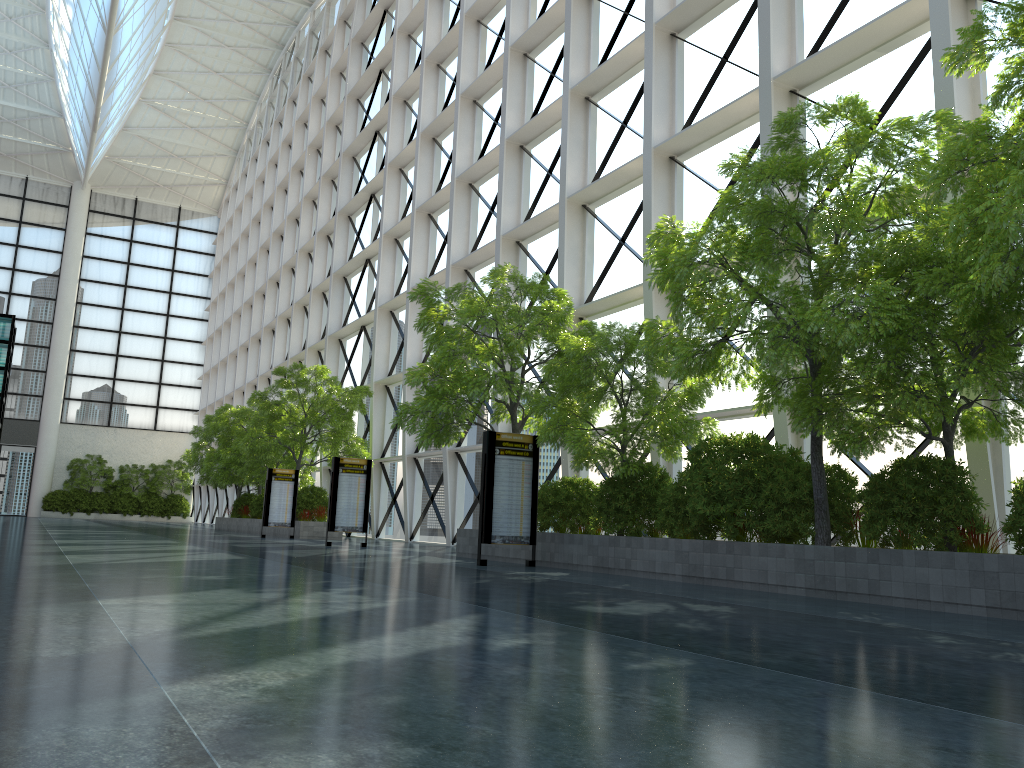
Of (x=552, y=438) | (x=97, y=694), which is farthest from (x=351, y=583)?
(x=97, y=694)
